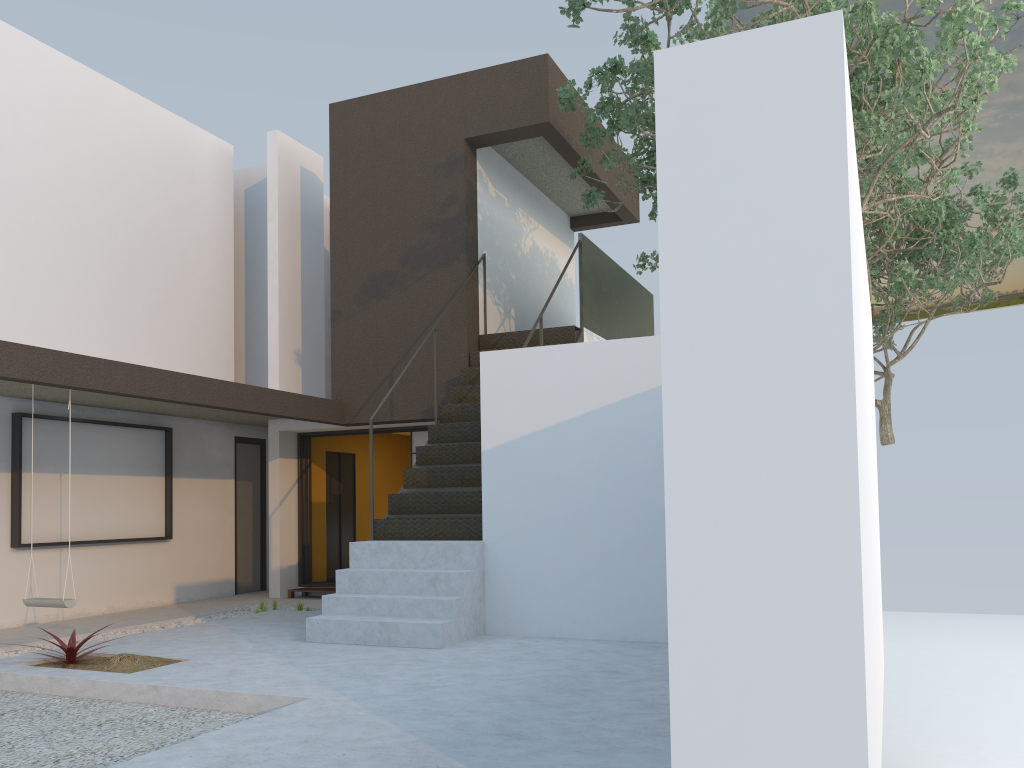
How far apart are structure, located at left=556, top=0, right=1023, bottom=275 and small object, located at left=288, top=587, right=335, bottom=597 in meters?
5.4

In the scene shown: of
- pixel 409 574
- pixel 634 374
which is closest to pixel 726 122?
pixel 634 374

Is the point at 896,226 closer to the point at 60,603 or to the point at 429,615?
the point at 429,615

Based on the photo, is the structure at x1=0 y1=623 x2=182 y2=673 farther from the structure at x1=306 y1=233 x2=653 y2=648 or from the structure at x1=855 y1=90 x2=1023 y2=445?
the structure at x1=855 y1=90 x2=1023 y2=445

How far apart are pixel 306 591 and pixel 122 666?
4.79m

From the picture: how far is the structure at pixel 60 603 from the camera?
6.8m

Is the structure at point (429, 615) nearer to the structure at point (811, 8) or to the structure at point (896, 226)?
the structure at point (811, 8)

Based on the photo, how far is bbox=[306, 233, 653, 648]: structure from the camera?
6.42m

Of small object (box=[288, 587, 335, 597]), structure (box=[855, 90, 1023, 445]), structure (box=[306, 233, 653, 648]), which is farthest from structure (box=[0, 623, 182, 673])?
structure (box=[855, 90, 1023, 445])

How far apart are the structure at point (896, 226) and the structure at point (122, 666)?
9.80m
